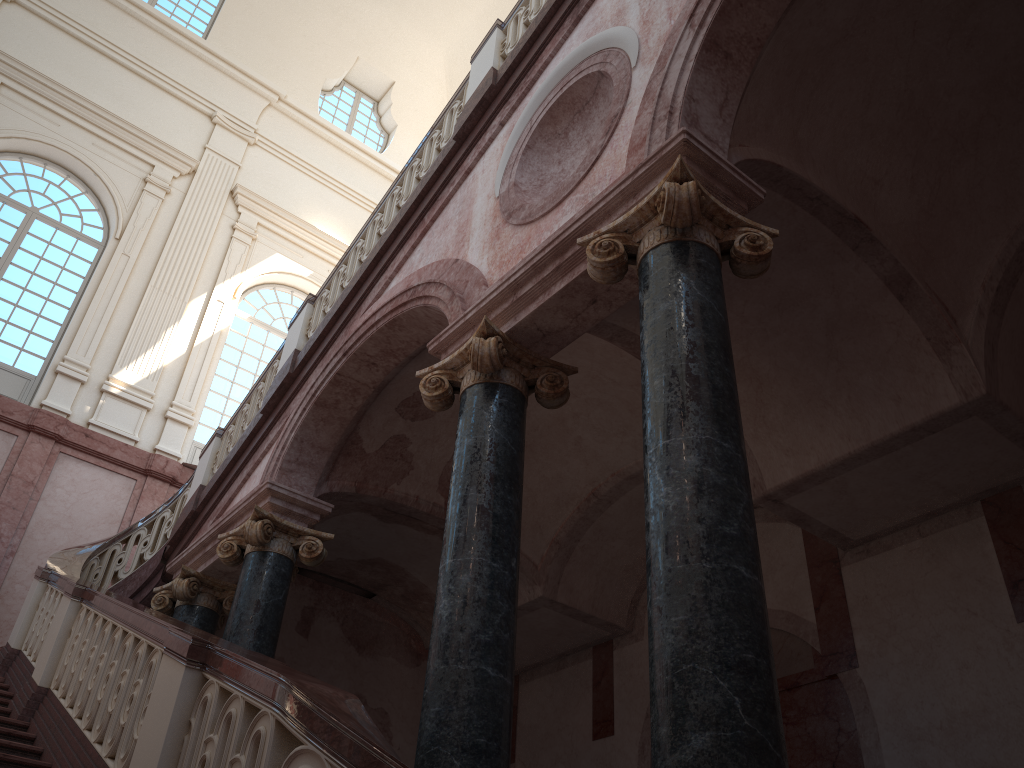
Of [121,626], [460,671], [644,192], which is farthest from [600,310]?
[121,626]

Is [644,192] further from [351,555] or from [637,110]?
[351,555]

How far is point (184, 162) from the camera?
14.9 meters
